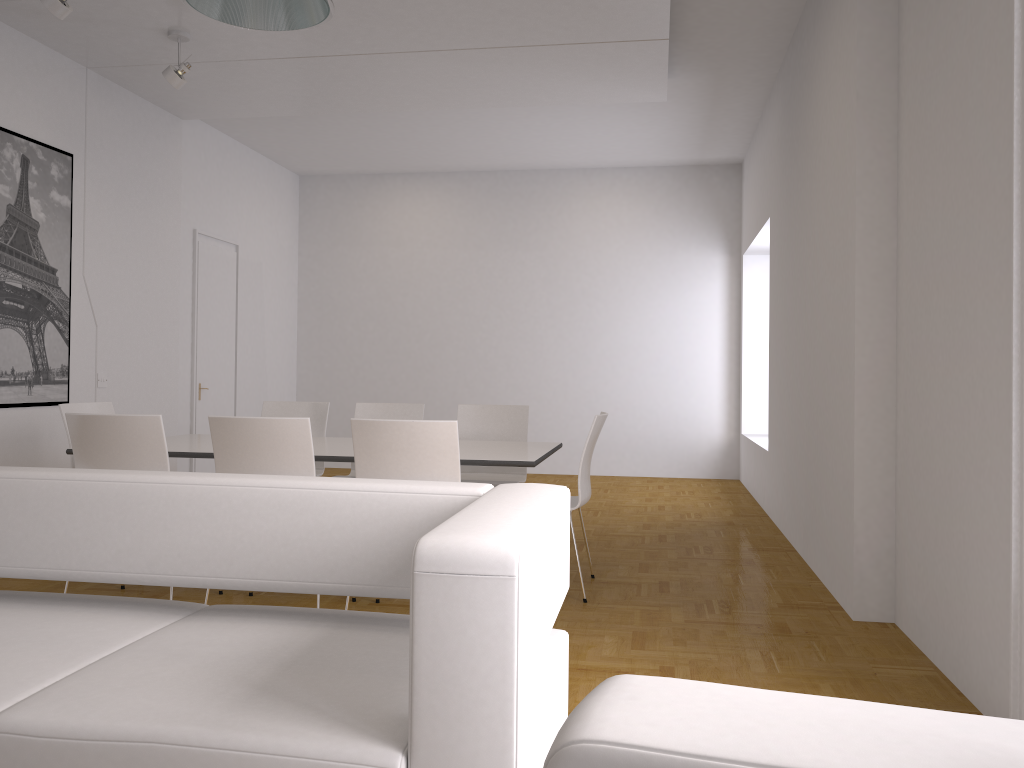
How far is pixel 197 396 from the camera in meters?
8.3

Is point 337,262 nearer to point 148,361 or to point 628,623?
point 148,361

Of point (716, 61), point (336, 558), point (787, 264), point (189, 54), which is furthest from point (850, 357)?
point (189, 54)

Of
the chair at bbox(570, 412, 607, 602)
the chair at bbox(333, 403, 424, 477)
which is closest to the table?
the chair at bbox(570, 412, 607, 602)

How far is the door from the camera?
8.32m

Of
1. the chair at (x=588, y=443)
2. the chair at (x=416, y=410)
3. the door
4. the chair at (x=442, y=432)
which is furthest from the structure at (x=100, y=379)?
the chair at (x=588, y=443)

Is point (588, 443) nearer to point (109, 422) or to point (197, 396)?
point (109, 422)

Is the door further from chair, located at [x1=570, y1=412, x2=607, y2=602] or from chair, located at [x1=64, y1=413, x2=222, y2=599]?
chair, located at [x1=570, y1=412, x2=607, y2=602]

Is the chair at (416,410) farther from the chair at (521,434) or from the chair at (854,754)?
the chair at (854,754)

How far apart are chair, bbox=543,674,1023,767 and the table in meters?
3.3
